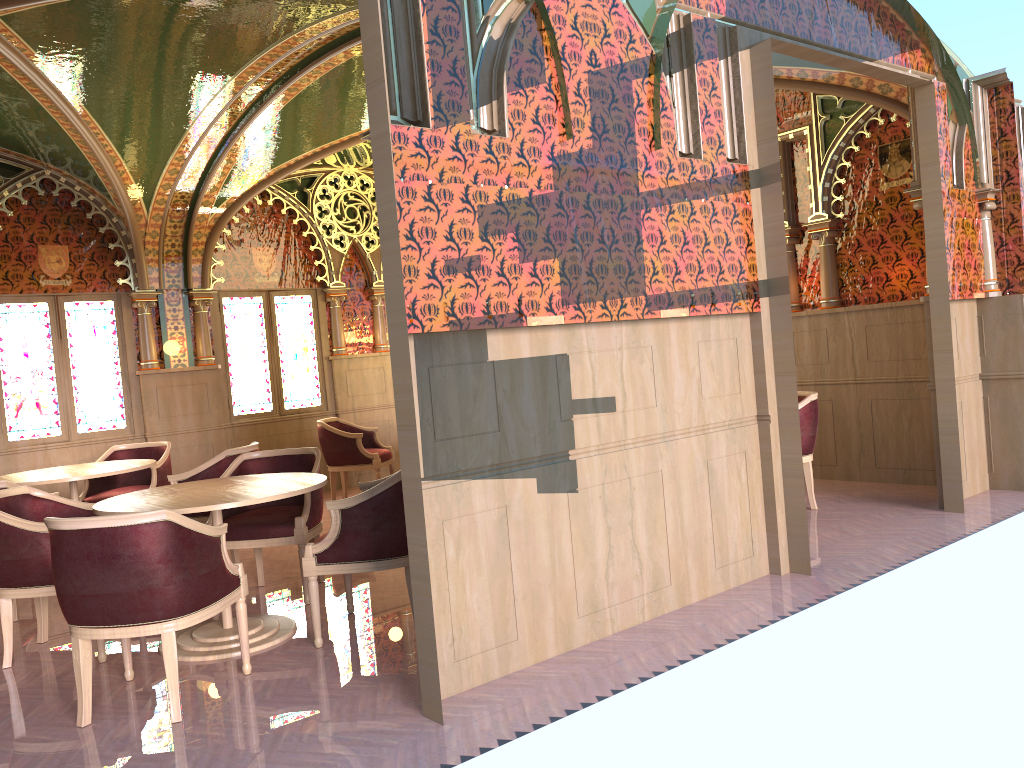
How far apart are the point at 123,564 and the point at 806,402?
4.8m

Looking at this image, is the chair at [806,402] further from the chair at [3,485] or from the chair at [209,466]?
the chair at [3,485]

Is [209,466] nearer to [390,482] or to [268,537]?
[268,537]

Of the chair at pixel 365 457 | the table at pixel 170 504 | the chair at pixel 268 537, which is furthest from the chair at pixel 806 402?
the chair at pixel 365 457

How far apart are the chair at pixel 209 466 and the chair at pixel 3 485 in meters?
1.0

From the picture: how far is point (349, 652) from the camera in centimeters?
420cm

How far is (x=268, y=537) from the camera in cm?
510

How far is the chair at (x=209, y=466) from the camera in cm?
609

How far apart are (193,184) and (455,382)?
5.7 meters

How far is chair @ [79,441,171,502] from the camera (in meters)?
7.13
